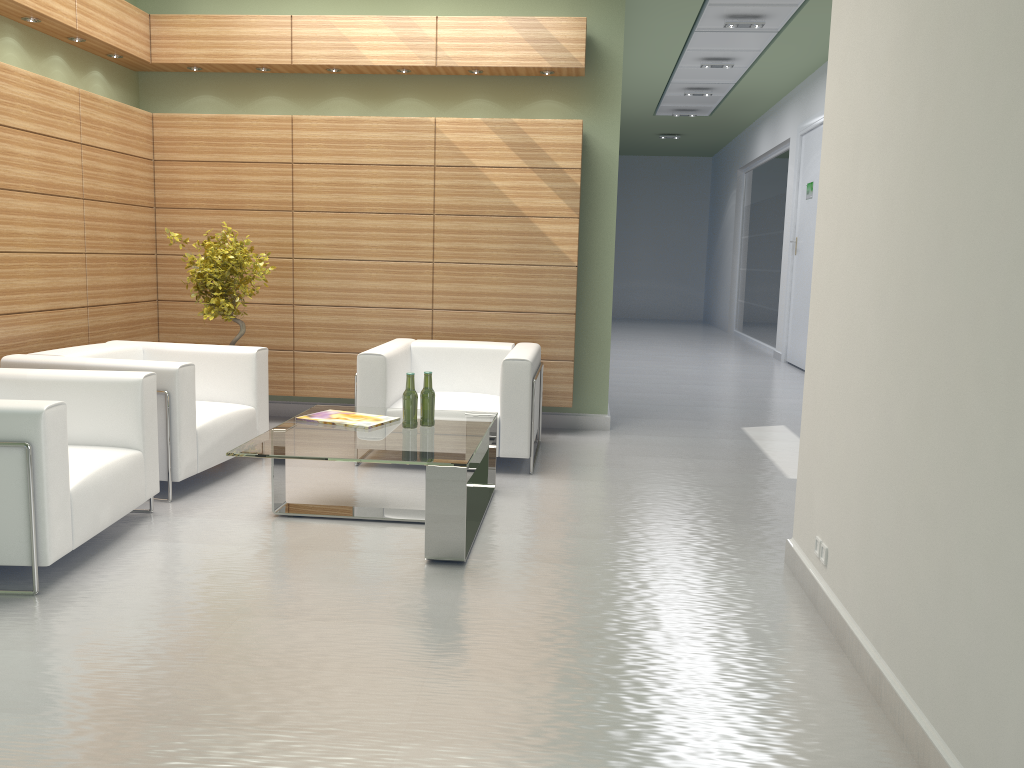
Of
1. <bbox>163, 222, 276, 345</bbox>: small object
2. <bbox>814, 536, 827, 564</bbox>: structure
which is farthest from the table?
<bbox>814, 536, 827, 564</bbox>: structure

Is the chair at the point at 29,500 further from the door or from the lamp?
the door

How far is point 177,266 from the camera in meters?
11.4 m

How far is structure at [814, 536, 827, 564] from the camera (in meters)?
5.77

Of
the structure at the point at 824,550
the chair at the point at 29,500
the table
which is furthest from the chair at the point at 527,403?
the structure at the point at 824,550

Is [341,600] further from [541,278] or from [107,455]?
[541,278]

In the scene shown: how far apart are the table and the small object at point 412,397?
0.0 meters

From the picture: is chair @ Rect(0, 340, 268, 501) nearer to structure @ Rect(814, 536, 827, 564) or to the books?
the books

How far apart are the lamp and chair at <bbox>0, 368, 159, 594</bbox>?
11.8 meters

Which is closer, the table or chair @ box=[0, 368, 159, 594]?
chair @ box=[0, 368, 159, 594]
